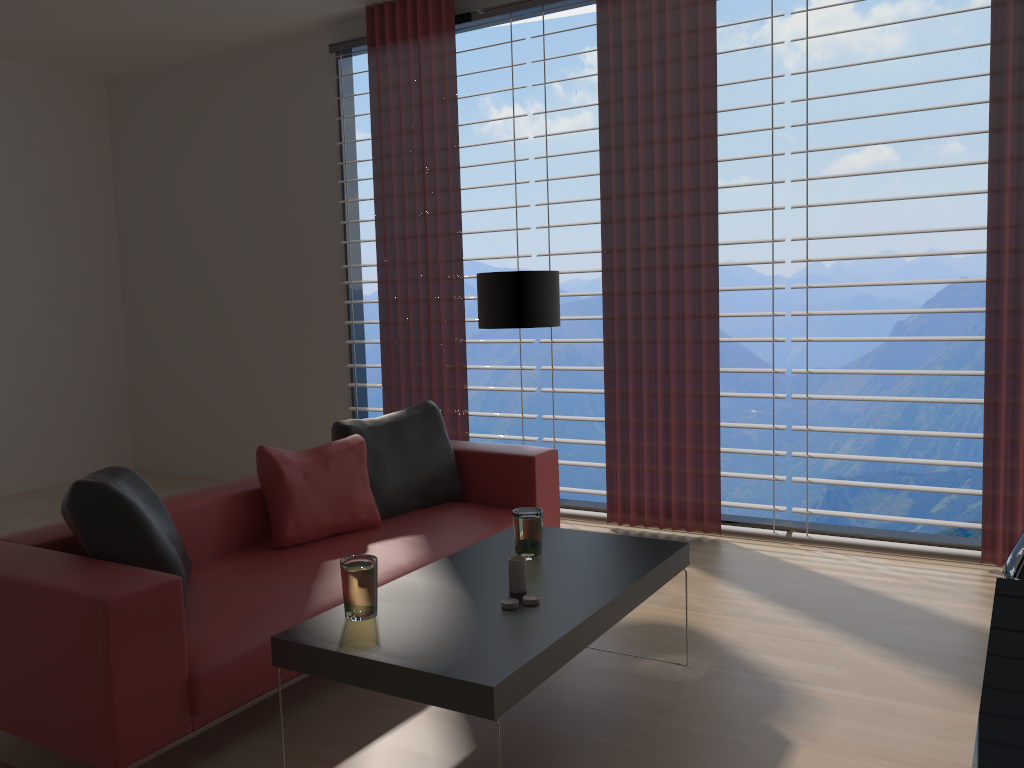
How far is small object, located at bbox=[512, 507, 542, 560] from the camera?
3.9m

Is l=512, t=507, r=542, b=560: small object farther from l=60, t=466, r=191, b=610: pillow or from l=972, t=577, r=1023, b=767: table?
l=972, t=577, r=1023, b=767: table

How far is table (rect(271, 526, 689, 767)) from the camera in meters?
2.8

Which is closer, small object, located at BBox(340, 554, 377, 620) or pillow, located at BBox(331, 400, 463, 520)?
small object, located at BBox(340, 554, 377, 620)

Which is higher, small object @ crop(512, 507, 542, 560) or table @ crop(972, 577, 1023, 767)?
small object @ crop(512, 507, 542, 560)

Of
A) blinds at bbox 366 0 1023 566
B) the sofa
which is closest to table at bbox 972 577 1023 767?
blinds at bbox 366 0 1023 566

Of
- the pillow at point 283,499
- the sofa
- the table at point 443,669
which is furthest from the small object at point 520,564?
the pillow at point 283,499

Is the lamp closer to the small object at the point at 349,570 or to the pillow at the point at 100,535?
the pillow at the point at 100,535

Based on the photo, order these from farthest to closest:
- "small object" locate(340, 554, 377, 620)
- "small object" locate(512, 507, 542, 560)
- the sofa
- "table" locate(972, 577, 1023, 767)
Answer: "small object" locate(512, 507, 542, 560), "small object" locate(340, 554, 377, 620), the sofa, "table" locate(972, 577, 1023, 767)

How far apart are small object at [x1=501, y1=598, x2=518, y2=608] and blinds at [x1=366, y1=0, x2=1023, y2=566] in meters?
3.3
